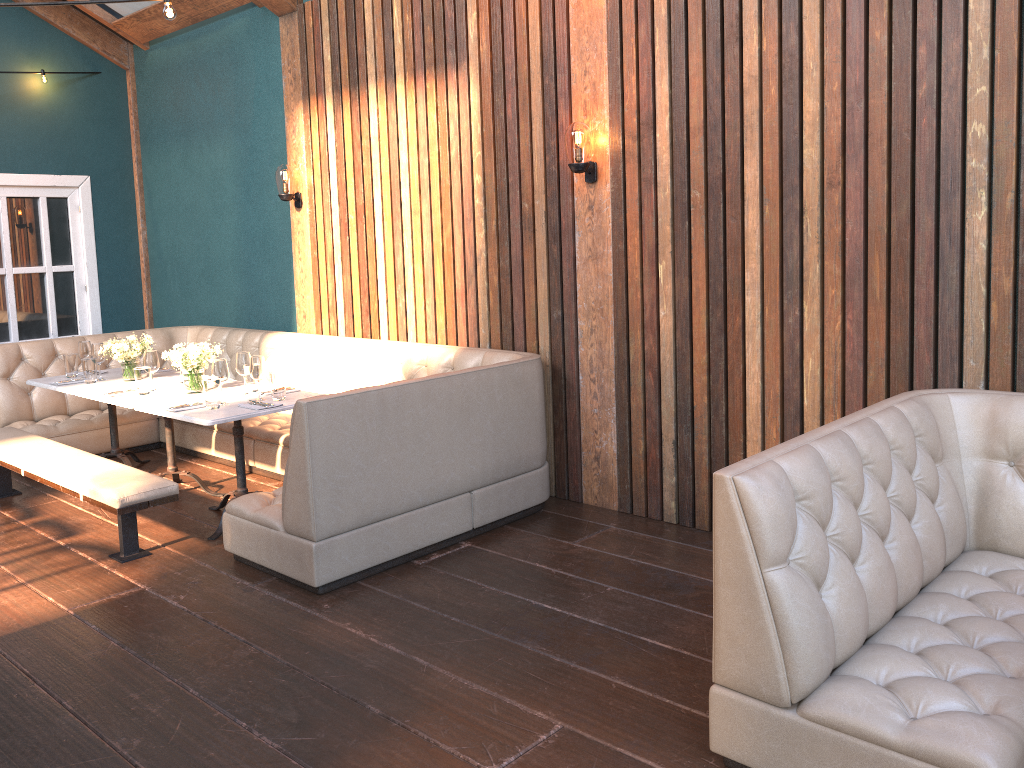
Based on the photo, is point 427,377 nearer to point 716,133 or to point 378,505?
point 378,505

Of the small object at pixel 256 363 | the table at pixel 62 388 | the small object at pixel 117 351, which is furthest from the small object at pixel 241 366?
the table at pixel 62 388

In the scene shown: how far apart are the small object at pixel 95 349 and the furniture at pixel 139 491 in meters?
0.6 m

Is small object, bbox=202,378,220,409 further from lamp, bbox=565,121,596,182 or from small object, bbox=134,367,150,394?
lamp, bbox=565,121,596,182

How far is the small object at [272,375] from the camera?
4.79m

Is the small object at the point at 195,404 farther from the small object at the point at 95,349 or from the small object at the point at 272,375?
the small object at the point at 95,349

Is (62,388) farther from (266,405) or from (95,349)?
(266,405)

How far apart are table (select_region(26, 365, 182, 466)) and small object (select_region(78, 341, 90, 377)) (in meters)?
0.19

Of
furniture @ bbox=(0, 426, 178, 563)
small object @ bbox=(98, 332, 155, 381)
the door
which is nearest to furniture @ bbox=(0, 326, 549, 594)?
furniture @ bbox=(0, 426, 178, 563)

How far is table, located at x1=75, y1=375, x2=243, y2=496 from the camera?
5.0m
